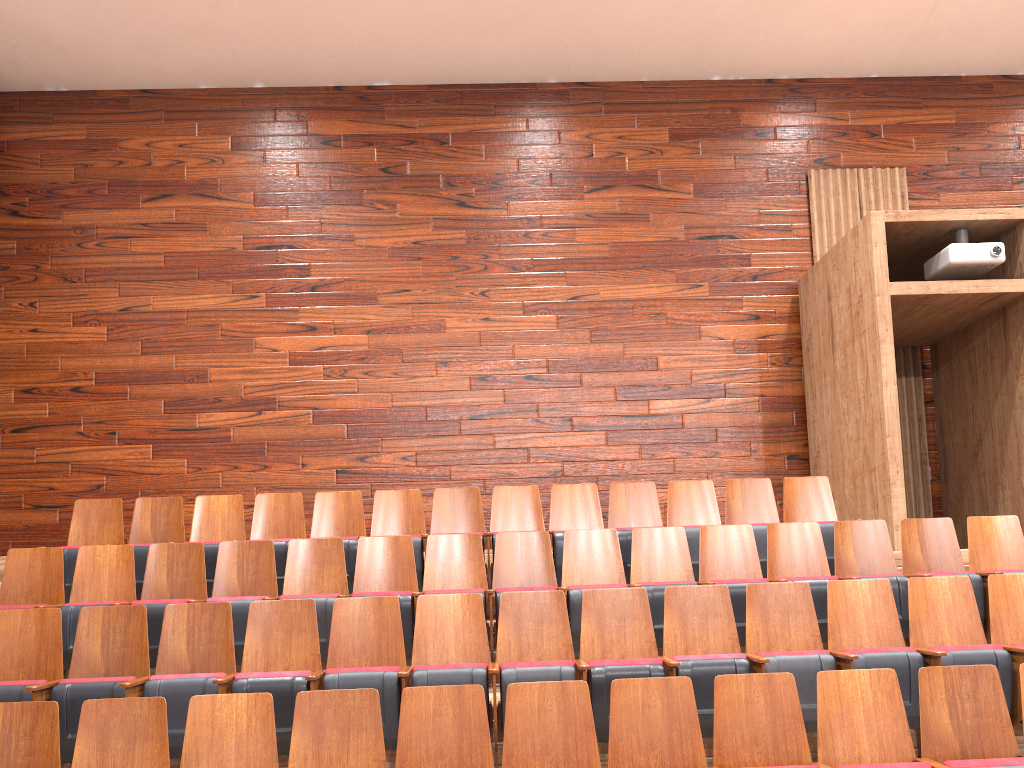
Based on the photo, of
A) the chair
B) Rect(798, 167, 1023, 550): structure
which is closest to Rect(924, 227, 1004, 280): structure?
Rect(798, 167, 1023, 550): structure

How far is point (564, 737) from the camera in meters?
0.3

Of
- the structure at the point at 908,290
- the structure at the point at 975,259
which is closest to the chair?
the structure at the point at 908,290

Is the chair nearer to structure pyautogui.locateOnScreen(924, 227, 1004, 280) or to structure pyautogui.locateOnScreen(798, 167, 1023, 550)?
structure pyautogui.locateOnScreen(798, 167, 1023, 550)

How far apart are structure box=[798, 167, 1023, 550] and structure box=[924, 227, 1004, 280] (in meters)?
0.00

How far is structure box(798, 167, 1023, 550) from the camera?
0.6m

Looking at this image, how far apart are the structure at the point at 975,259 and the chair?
0.2m

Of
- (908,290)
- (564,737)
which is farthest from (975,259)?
(564,737)

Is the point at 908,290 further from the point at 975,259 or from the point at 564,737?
the point at 564,737

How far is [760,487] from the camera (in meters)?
0.57
